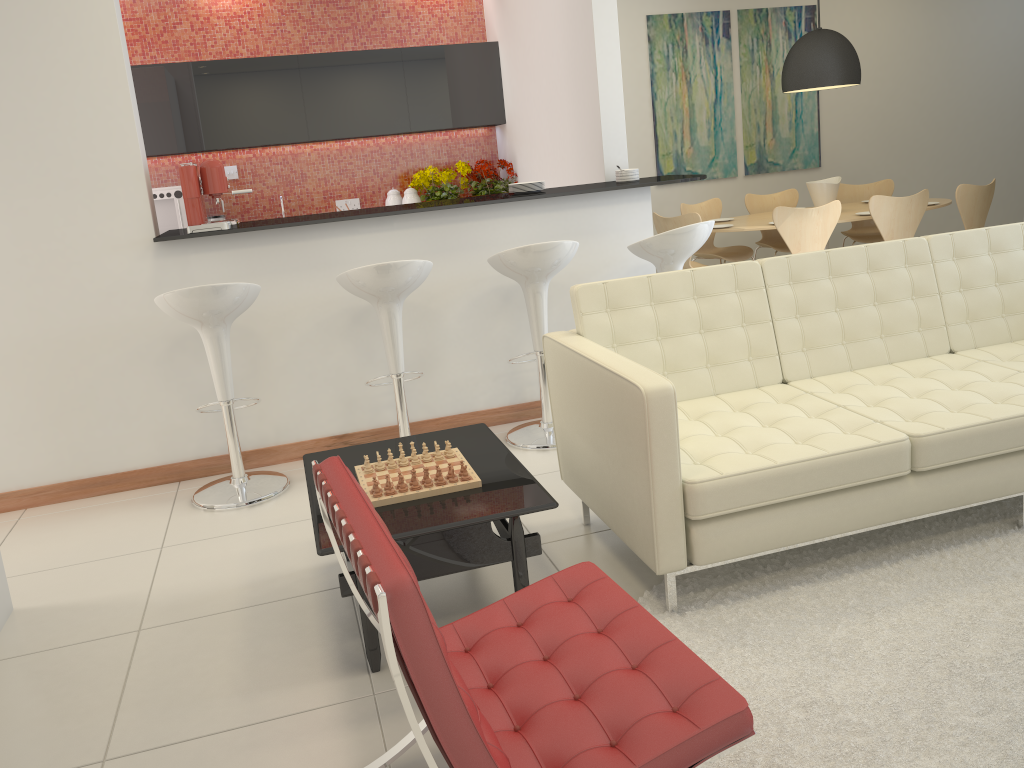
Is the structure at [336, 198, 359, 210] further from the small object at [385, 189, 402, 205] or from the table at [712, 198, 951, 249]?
the table at [712, 198, 951, 249]

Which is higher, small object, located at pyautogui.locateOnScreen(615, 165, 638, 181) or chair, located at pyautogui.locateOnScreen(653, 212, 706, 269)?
small object, located at pyautogui.locateOnScreen(615, 165, 638, 181)

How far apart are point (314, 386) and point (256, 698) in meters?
2.2 m

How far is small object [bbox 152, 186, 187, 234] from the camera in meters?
6.6 m

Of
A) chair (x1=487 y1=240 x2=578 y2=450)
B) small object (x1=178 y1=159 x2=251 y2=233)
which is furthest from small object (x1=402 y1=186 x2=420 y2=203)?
chair (x1=487 y1=240 x2=578 y2=450)

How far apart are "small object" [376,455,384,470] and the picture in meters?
5.8 m

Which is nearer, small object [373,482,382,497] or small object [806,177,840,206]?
small object [373,482,382,497]

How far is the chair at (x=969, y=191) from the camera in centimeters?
649cm

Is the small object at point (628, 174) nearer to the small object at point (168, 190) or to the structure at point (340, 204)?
the structure at point (340, 204)

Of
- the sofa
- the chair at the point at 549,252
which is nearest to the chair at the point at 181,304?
the chair at the point at 549,252
